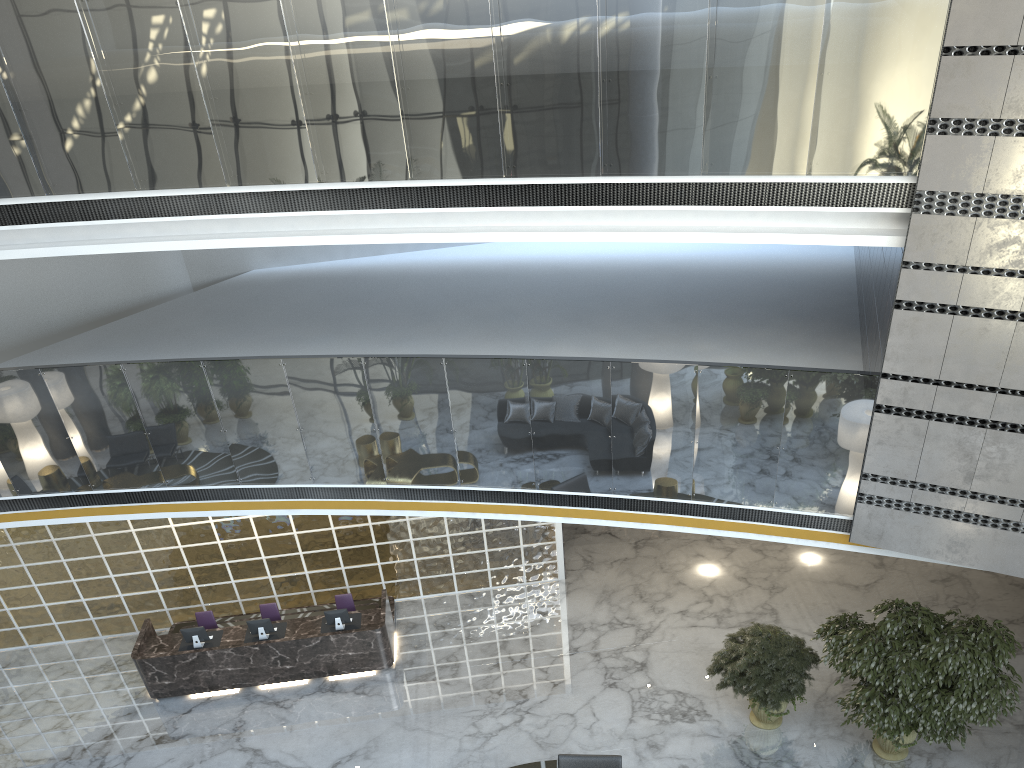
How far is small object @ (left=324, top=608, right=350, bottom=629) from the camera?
10.16m

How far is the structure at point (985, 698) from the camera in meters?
7.6 m

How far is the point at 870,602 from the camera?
11.1m

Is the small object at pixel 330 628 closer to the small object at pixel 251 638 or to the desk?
the desk

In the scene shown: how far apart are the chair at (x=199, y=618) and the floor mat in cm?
462

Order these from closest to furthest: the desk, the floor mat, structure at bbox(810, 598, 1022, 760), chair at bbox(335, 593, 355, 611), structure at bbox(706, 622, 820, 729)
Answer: structure at bbox(810, 598, 1022, 760) < structure at bbox(706, 622, 820, 729) < the floor mat < the desk < chair at bbox(335, 593, 355, 611)

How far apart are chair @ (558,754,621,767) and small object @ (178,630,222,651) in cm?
468

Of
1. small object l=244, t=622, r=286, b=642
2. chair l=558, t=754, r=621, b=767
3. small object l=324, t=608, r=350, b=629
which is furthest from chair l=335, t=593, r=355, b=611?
chair l=558, t=754, r=621, b=767

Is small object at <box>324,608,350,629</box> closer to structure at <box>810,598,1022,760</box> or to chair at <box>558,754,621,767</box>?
chair at <box>558,754,621,767</box>

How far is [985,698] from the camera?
7.6 meters
